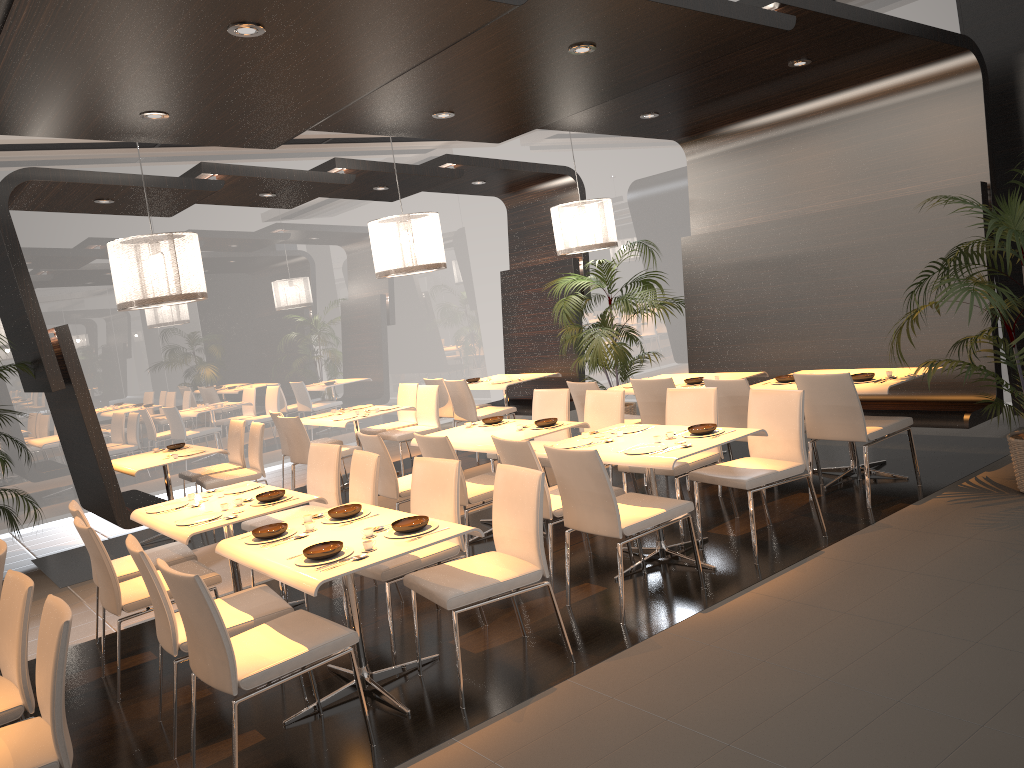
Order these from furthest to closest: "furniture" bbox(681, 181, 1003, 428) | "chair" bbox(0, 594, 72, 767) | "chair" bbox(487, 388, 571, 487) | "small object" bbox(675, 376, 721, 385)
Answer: "small object" bbox(675, 376, 721, 385), "chair" bbox(487, 388, 571, 487), "furniture" bbox(681, 181, 1003, 428), "chair" bbox(0, 594, 72, 767)

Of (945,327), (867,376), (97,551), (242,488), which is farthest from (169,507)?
(945,327)

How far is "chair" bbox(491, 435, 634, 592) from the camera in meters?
5.0

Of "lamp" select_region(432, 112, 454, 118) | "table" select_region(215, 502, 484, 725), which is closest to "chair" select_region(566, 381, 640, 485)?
"lamp" select_region(432, 112, 454, 118)

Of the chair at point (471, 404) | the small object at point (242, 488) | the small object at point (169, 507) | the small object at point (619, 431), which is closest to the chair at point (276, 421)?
the chair at point (471, 404)

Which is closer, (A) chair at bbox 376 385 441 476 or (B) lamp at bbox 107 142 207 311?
(B) lamp at bbox 107 142 207 311

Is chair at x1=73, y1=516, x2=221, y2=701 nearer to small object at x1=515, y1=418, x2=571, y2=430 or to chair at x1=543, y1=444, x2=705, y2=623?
chair at x1=543, y1=444, x2=705, y2=623

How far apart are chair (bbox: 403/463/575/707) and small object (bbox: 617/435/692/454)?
0.9m

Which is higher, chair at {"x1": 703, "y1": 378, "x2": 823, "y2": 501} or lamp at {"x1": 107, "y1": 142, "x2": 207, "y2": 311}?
lamp at {"x1": 107, "y1": 142, "x2": 207, "y2": 311}

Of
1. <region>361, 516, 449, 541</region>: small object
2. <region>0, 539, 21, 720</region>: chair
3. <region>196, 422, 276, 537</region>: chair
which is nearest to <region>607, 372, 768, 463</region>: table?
<region>196, 422, 276, 537</region>: chair
